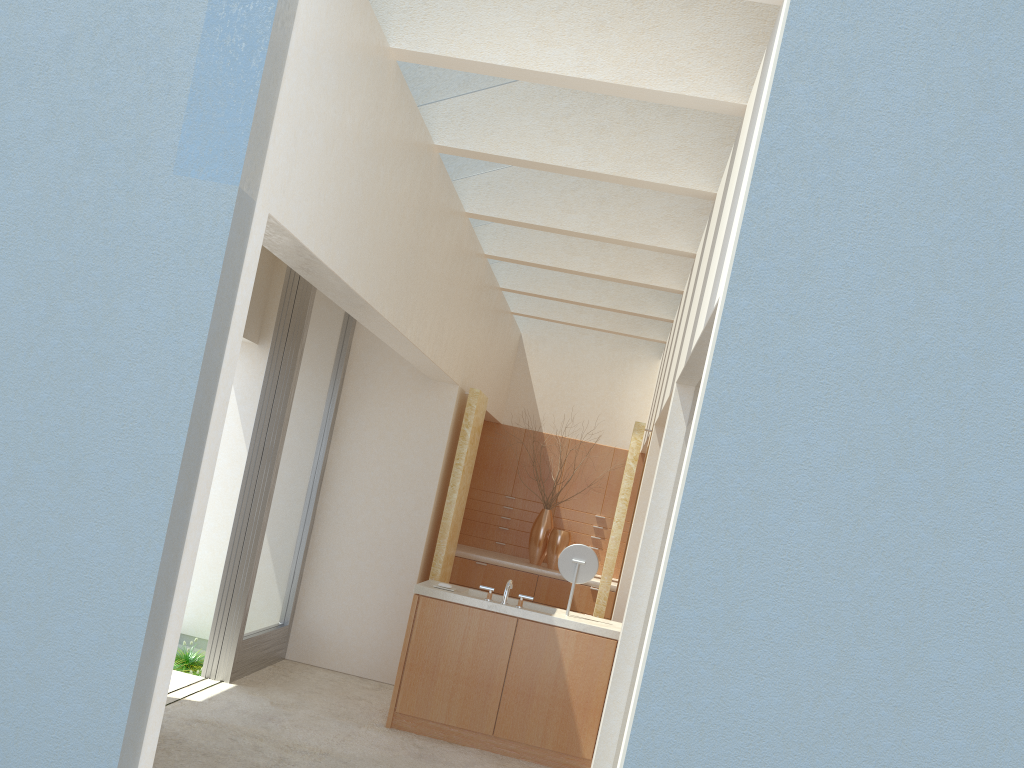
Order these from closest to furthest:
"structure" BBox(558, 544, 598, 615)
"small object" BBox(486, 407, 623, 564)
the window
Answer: "structure" BBox(558, 544, 598, 615) < the window < "small object" BBox(486, 407, 623, 564)

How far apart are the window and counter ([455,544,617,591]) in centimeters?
475cm

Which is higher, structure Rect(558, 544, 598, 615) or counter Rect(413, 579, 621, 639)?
structure Rect(558, 544, 598, 615)

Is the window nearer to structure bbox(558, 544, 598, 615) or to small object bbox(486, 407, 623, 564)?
structure bbox(558, 544, 598, 615)

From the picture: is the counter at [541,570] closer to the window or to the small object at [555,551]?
the small object at [555,551]

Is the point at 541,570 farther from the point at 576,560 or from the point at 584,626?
the point at 584,626

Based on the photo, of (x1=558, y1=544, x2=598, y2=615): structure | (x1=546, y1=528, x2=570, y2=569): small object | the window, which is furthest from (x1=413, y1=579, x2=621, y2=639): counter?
(x1=546, y1=528, x2=570, y2=569): small object

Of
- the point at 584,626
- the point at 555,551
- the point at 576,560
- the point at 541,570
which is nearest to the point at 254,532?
the point at 576,560

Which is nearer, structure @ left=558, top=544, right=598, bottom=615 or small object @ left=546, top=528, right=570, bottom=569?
structure @ left=558, top=544, right=598, bottom=615

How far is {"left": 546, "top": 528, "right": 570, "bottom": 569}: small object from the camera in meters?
20.5 m
